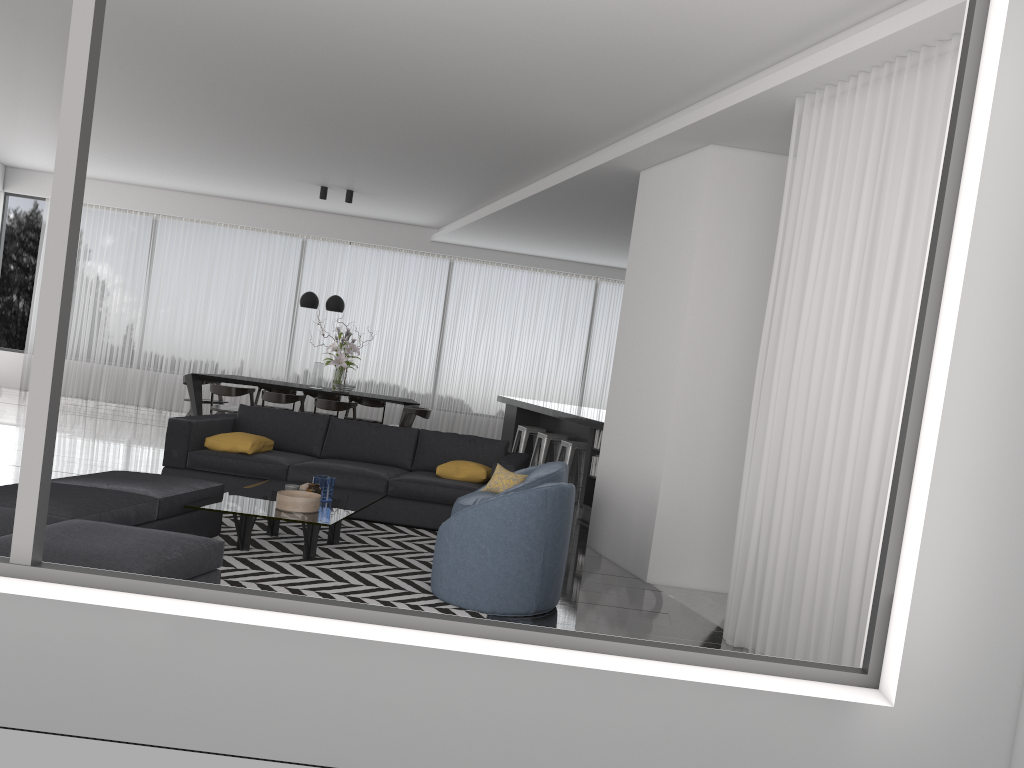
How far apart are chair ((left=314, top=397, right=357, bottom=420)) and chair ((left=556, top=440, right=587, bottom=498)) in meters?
2.8

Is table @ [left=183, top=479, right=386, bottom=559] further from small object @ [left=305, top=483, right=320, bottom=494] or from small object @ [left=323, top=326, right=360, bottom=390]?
small object @ [left=323, top=326, right=360, bottom=390]

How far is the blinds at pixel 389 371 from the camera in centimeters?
1339cm

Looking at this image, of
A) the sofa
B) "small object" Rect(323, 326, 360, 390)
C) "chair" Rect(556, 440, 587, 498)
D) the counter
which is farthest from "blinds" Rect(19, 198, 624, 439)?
the sofa

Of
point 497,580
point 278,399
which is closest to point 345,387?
point 278,399

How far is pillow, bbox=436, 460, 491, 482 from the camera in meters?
6.9

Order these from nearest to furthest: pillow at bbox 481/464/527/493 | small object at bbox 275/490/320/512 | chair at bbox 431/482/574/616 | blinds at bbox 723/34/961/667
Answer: blinds at bbox 723/34/961/667 → chair at bbox 431/482/574/616 → small object at bbox 275/490/320/512 → pillow at bbox 481/464/527/493

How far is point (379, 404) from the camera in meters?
11.9

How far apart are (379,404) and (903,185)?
8.95m

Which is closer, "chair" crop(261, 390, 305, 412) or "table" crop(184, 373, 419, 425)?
"chair" crop(261, 390, 305, 412)
